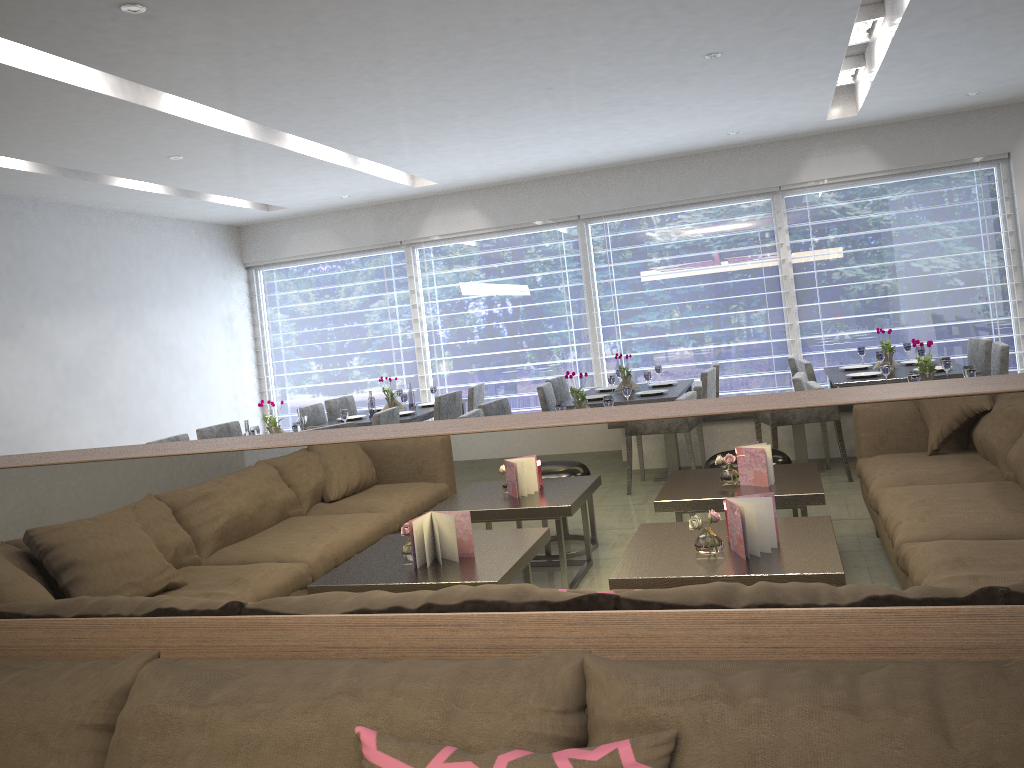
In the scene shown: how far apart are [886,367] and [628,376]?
1.9m

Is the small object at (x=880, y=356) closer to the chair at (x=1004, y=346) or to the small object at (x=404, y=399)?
the chair at (x=1004, y=346)

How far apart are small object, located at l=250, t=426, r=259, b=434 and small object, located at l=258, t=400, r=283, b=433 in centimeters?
17cm

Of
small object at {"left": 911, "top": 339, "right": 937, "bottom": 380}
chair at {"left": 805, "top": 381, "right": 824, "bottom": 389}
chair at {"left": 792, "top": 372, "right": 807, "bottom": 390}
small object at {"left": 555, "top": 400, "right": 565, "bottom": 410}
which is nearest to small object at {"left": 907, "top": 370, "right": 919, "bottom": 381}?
small object at {"left": 911, "top": 339, "right": 937, "bottom": 380}

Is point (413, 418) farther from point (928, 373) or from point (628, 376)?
point (928, 373)

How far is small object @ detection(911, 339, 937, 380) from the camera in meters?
4.2

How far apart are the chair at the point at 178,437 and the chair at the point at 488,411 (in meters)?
1.81

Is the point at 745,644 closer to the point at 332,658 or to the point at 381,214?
the point at 332,658

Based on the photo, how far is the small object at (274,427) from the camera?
5.21m

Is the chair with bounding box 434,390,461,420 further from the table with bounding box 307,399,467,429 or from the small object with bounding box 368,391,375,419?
the small object with bounding box 368,391,375,419
